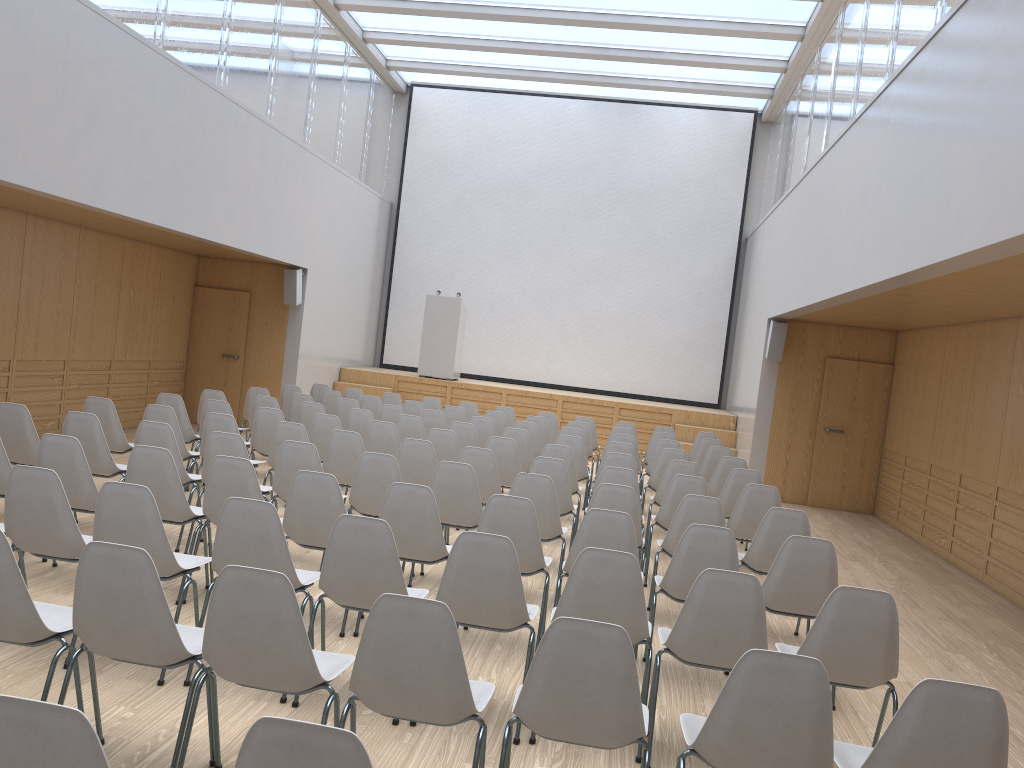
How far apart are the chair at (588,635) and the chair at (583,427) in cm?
758

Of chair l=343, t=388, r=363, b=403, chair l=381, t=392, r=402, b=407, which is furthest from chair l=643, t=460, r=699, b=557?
chair l=343, t=388, r=363, b=403

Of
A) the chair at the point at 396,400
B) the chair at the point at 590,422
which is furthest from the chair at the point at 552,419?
the chair at the point at 396,400

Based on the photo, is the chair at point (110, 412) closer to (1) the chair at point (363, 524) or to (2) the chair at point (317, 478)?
(2) the chair at point (317, 478)

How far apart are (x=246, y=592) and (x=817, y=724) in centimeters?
176cm

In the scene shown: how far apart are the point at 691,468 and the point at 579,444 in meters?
1.4 m

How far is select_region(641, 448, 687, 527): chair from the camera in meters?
8.5

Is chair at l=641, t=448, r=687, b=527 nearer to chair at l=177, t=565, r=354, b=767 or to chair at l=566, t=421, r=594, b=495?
chair at l=566, t=421, r=594, b=495

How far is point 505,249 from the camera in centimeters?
1628cm

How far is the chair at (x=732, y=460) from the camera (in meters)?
8.39
